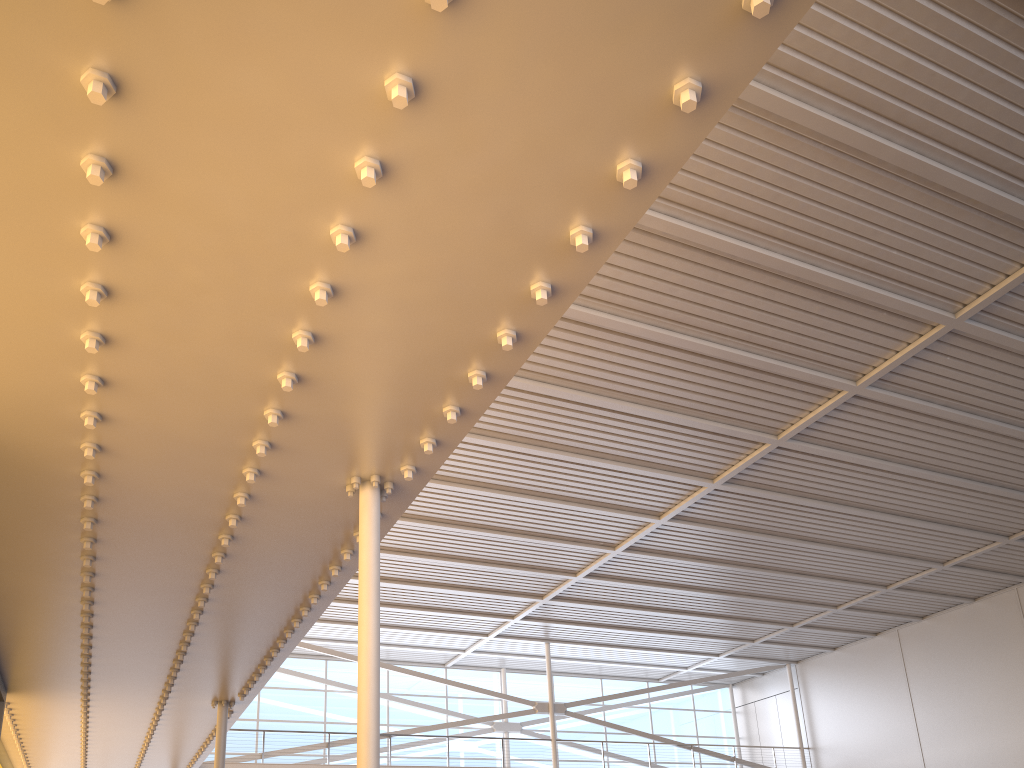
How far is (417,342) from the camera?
6.5 meters
